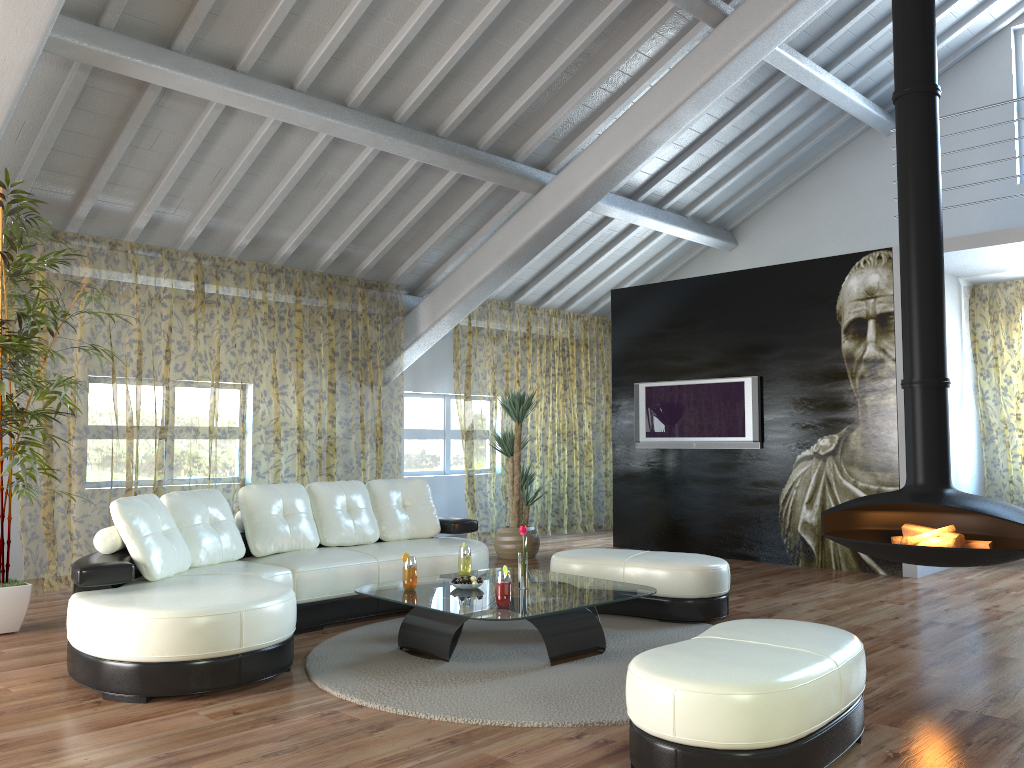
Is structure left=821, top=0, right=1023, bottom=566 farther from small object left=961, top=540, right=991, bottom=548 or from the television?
the television

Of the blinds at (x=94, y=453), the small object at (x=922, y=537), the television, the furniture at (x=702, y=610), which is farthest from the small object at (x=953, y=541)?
the blinds at (x=94, y=453)

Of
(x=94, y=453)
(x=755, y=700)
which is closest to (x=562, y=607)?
(x=755, y=700)

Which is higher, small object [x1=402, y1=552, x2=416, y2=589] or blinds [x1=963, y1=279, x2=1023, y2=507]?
blinds [x1=963, y1=279, x2=1023, y2=507]

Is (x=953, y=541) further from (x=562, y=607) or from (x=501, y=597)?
(x=501, y=597)

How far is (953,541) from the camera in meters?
4.7

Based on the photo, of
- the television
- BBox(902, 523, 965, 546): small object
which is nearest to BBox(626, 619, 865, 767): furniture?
BBox(902, 523, 965, 546): small object

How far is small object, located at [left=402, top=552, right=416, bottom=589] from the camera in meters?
4.5

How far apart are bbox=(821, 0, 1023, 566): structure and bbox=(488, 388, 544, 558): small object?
3.3m

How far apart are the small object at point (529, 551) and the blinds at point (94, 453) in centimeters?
128cm
